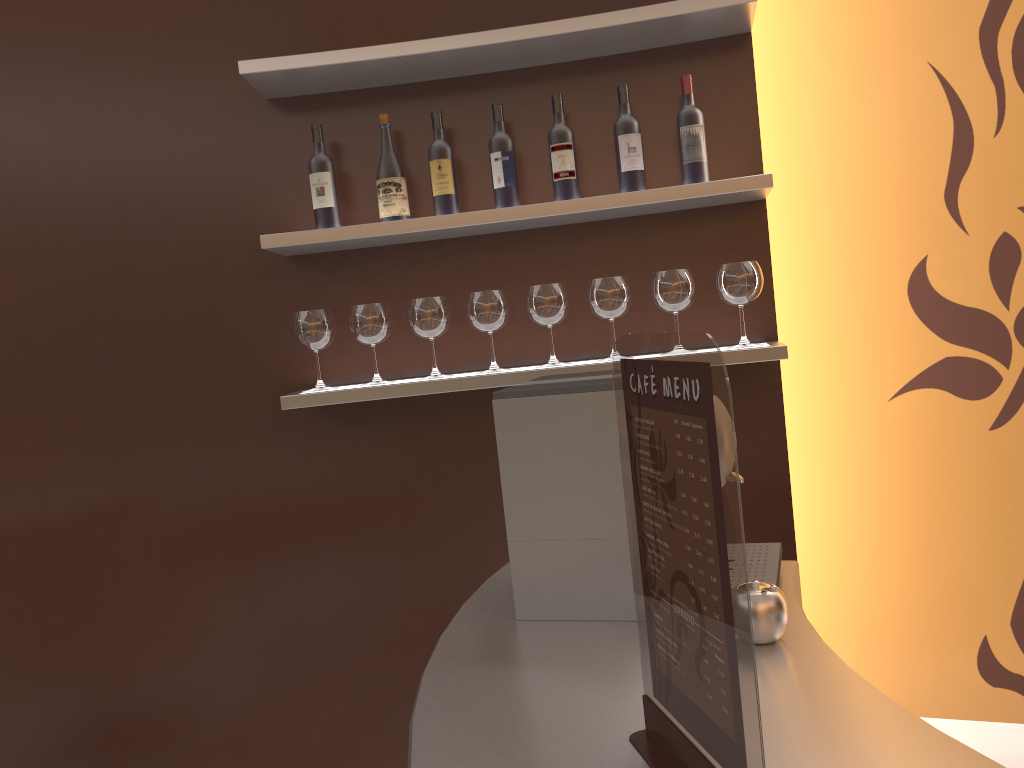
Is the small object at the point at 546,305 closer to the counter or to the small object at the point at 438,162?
the small object at the point at 438,162

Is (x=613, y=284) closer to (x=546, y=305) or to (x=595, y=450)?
(x=546, y=305)

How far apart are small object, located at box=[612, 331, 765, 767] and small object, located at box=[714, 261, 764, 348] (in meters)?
1.47

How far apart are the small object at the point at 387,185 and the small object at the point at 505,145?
0.2 meters

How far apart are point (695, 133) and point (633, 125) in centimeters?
16cm

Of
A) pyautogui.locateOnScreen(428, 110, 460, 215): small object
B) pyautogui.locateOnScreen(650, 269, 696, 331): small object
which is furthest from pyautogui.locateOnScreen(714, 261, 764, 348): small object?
pyautogui.locateOnScreen(428, 110, 460, 215): small object

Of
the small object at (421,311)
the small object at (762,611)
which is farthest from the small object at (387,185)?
the small object at (762,611)

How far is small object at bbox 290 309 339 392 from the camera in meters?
2.4 m

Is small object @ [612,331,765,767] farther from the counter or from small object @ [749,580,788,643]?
small object @ [749,580,788,643]

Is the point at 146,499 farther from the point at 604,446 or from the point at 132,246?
the point at 604,446
